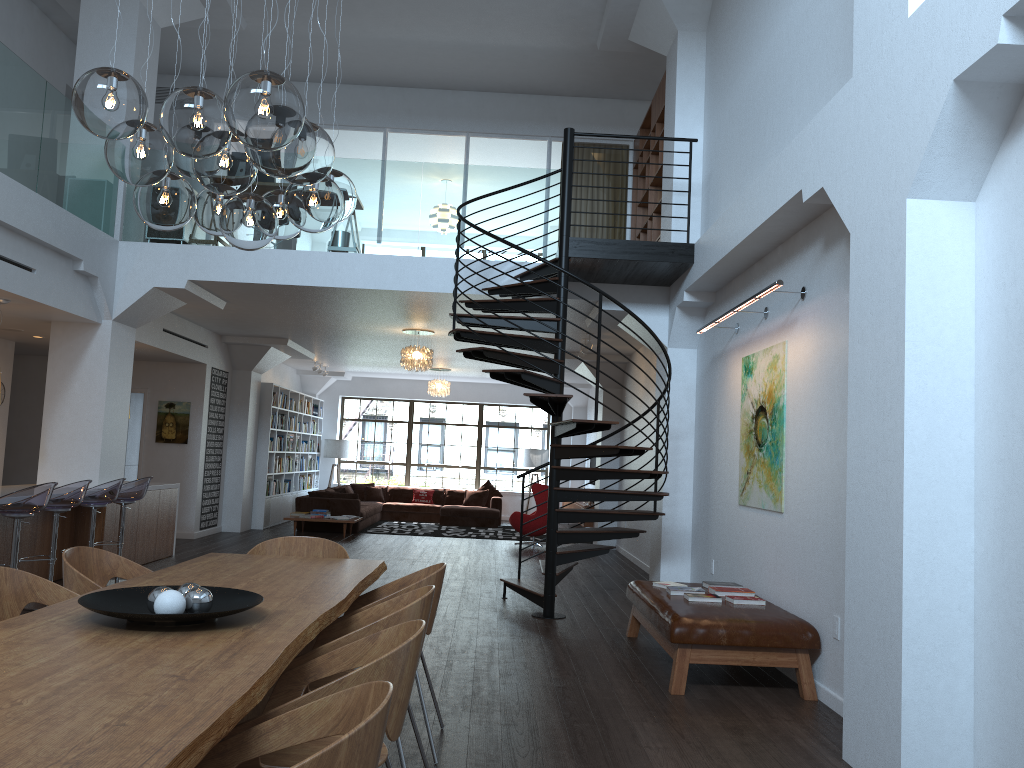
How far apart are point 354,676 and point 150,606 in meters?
1.0 m

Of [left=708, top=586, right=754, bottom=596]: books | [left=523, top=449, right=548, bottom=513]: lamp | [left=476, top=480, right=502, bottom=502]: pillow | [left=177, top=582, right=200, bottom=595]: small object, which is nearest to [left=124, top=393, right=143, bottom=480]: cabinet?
[left=476, top=480, right=502, bottom=502]: pillow

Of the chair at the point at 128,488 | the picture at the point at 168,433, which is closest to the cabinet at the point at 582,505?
the picture at the point at 168,433

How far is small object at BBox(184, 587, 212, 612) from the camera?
3.0 meters

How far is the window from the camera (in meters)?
19.82

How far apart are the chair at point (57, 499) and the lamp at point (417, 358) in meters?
5.0

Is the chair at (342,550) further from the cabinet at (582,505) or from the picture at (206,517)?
the cabinet at (582,505)

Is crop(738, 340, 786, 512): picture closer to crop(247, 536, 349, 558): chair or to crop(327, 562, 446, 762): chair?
crop(327, 562, 446, 762): chair

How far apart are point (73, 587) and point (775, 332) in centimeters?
482cm

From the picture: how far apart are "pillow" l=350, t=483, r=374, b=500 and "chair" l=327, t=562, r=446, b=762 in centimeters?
1391cm
